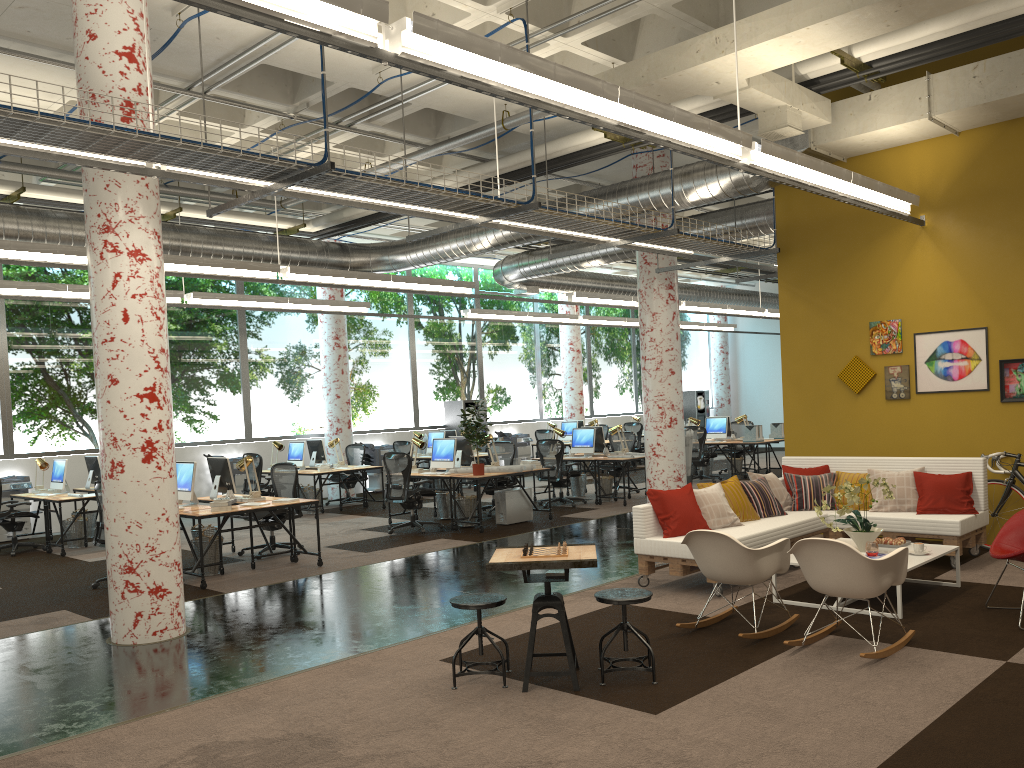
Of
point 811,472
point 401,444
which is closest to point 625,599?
point 811,472

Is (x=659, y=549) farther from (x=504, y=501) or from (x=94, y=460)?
(x=94, y=460)

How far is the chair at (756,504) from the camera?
8.4 meters

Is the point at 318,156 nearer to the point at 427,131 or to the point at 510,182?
the point at 427,131

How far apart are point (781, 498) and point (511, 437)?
12.24m

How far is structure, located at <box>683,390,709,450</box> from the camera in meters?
26.1 m

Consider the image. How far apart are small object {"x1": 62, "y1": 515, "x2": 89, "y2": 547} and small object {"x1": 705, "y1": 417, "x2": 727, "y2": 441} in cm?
1123

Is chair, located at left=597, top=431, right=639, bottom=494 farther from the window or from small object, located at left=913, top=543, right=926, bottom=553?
small object, located at left=913, top=543, right=926, bottom=553

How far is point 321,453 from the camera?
15.4 meters

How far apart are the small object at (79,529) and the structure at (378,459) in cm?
642
